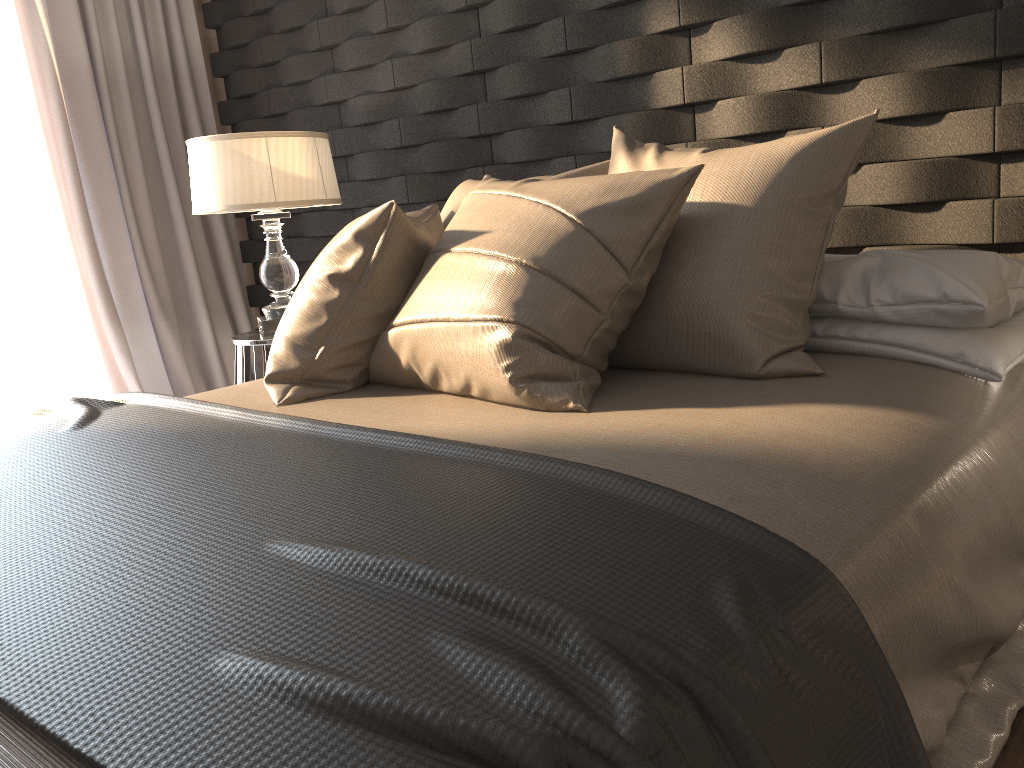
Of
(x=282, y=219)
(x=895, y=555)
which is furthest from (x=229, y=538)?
(x=282, y=219)

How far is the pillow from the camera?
1.53m

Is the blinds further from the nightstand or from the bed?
the bed

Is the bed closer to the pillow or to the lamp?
the pillow

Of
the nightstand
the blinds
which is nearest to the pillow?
the nightstand

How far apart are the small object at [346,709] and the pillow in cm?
14

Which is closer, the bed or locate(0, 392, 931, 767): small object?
locate(0, 392, 931, 767): small object

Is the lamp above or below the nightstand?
above

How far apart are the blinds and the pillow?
2.0 meters

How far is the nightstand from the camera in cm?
288
